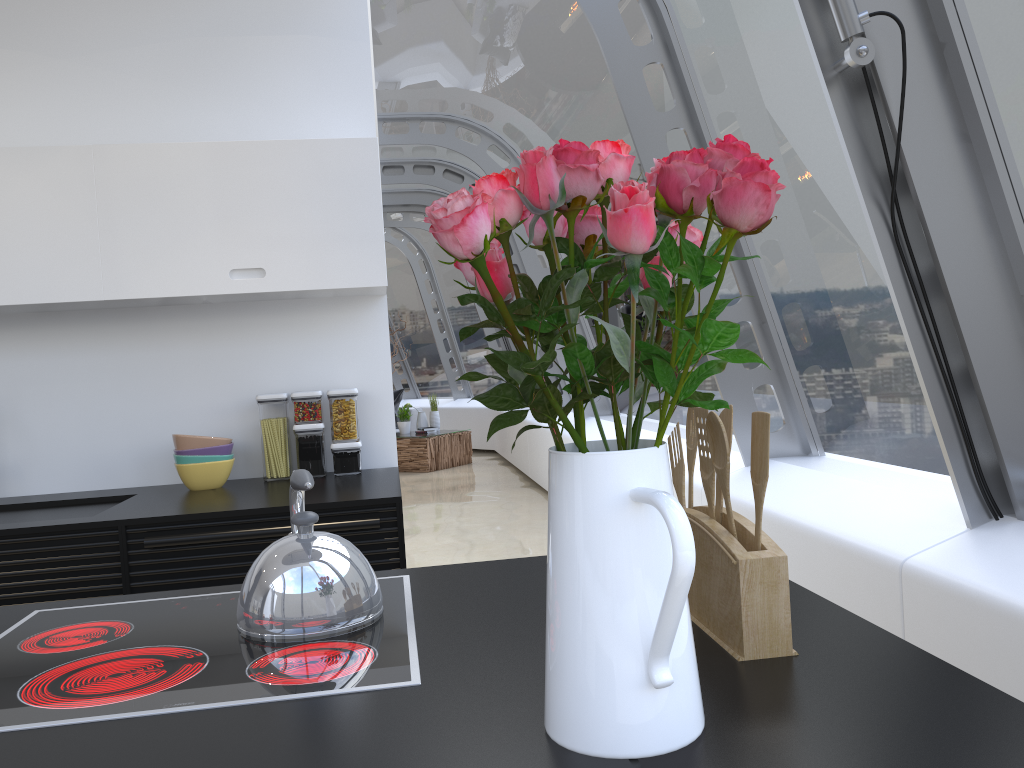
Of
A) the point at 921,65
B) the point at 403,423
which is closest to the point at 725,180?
the point at 921,65

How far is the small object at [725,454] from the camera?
1.1m

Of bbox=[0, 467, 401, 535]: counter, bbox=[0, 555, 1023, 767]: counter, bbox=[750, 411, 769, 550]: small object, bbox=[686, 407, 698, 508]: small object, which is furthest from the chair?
bbox=[750, 411, 769, 550]: small object

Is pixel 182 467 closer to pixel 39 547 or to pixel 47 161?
pixel 39 547

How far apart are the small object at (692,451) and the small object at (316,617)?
0.5m

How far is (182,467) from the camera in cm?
301

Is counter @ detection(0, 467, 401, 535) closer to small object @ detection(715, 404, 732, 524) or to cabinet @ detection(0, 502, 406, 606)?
cabinet @ detection(0, 502, 406, 606)

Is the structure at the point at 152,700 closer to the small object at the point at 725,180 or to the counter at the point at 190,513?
the small object at the point at 725,180

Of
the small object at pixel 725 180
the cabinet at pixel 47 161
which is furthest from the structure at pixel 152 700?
the cabinet at pixel 47 161

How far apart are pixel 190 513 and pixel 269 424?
0.7m
